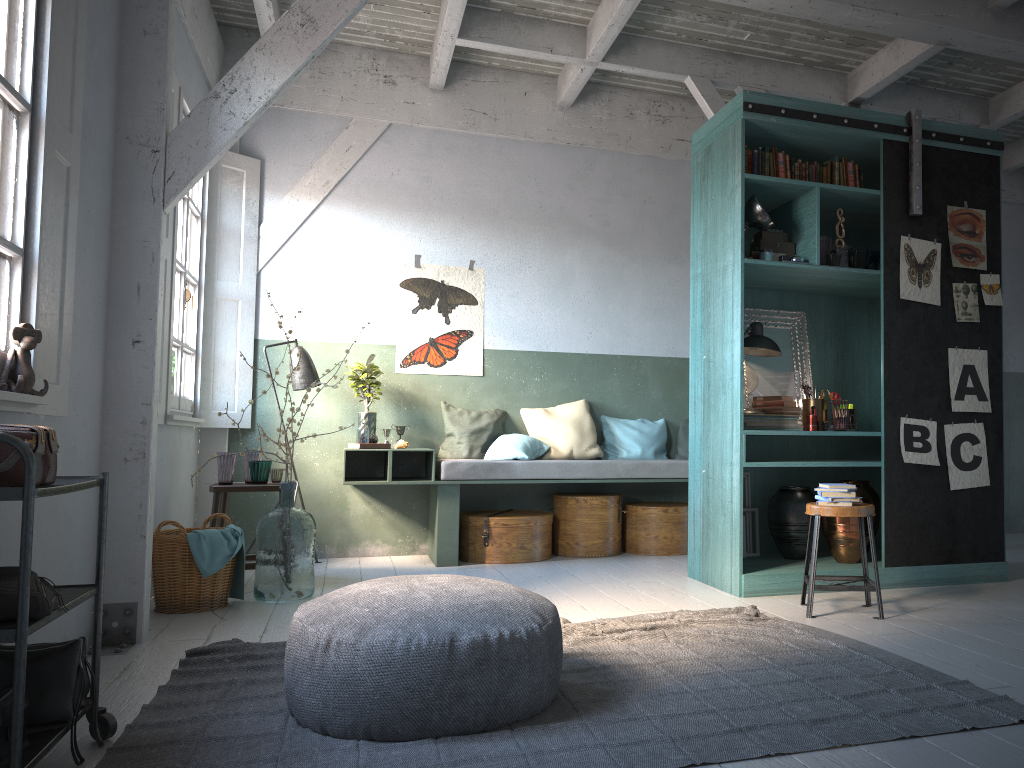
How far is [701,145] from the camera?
6.4 meters

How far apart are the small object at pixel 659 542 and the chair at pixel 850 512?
2.43m

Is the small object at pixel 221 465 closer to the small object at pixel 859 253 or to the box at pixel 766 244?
the box at pixel 766 244

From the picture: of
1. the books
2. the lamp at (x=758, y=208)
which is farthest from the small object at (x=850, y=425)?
the lamp at (x=758, y=208)

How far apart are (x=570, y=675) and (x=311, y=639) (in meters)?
1.17

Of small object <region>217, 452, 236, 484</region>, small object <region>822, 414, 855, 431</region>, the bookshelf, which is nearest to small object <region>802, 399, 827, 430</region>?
small object <region>822, 414, 855, 431</region>

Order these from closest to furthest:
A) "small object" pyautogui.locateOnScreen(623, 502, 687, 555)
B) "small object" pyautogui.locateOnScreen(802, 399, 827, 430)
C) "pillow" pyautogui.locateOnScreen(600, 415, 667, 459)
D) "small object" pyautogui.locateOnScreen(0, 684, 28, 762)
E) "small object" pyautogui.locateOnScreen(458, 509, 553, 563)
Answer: "small object" pyautogui.locateOnScreen(0, 684, 28, 762), "small object" pyautogui.locateOnScreen(802, 399, 827, 430), "small object" pyautogui.locateOnScreen(458, 509, 553, 563), "small object" pyautogui.locateOnScreen(623, 502, 687, 555), "pillow" pyautogui.locateOnScreen(600, 415, 667, 459)

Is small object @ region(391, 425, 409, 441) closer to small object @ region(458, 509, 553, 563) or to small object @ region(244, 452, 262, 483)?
small object @ region(458, 509, 553, 563)

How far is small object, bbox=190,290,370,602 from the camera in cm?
564

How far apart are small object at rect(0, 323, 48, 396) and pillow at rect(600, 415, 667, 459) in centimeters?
533cm
